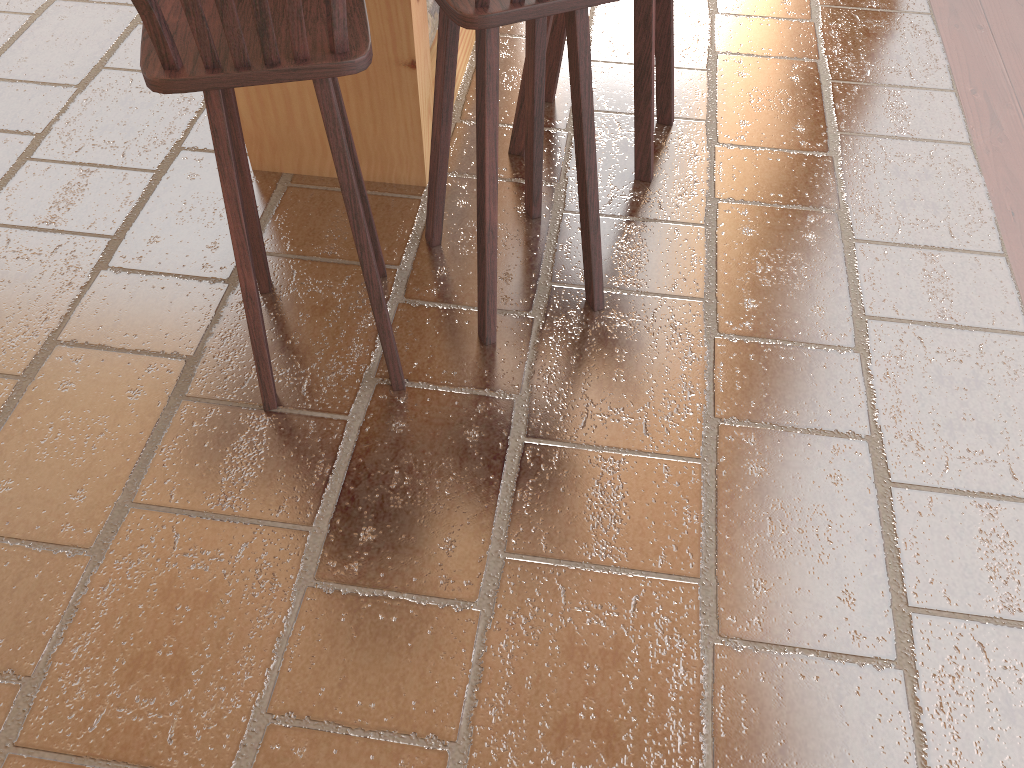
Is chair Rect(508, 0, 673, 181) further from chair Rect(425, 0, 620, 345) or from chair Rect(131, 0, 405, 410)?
chair Rect(131, 0, 405, 410)

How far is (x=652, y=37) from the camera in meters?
2.3

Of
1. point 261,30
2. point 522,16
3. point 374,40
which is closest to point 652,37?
point 374,40

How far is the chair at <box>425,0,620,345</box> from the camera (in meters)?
1.61

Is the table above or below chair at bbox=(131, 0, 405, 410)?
below

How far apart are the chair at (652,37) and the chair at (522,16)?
0.3 meters

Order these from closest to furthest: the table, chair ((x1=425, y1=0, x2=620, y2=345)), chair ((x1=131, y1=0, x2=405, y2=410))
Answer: chair ((x1=131, y1=0, x2=405, y2=410))
chair ((x1=425, y1=0, x2=620, y2=345))
the table

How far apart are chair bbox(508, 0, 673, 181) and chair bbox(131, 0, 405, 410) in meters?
0.7

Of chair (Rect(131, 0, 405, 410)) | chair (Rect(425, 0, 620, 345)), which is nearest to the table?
chair (Rect(425, 0, 620, 345))

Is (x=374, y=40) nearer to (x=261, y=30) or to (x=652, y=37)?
(x=652, y=37)
